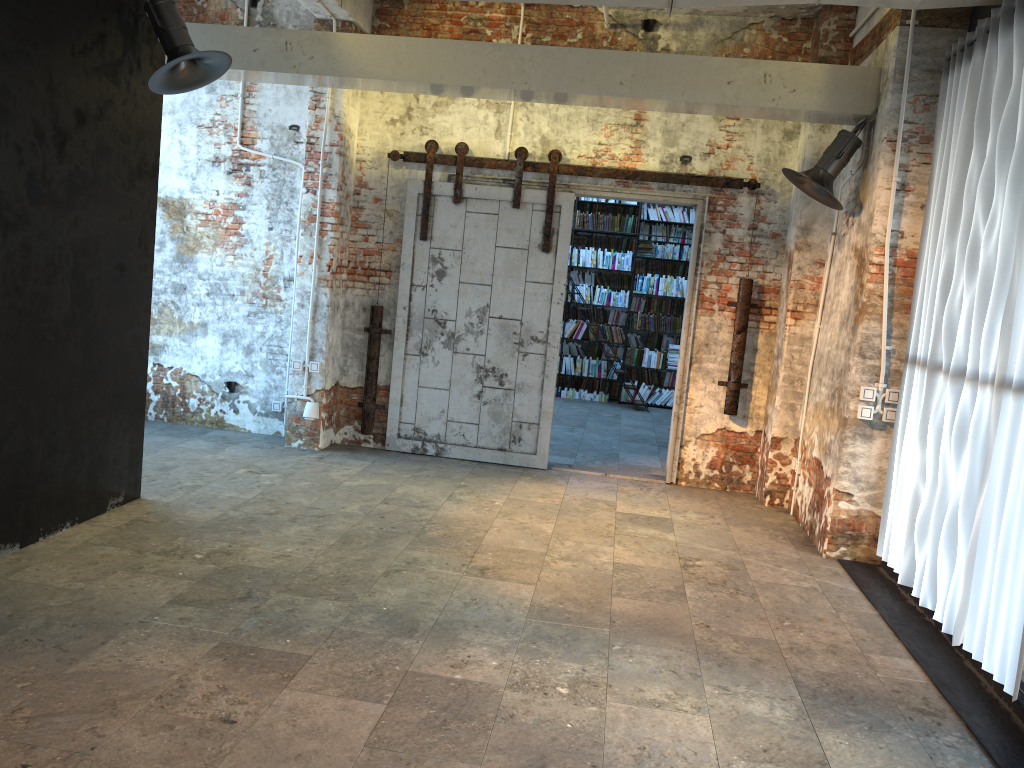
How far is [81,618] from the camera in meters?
3.8

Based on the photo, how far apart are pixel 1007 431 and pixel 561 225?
4.22m

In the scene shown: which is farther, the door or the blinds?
the door

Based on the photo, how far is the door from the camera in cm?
740

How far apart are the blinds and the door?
1.9 meters

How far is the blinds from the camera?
3.89m

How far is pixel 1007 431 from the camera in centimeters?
389cm

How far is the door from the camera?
7.4m
